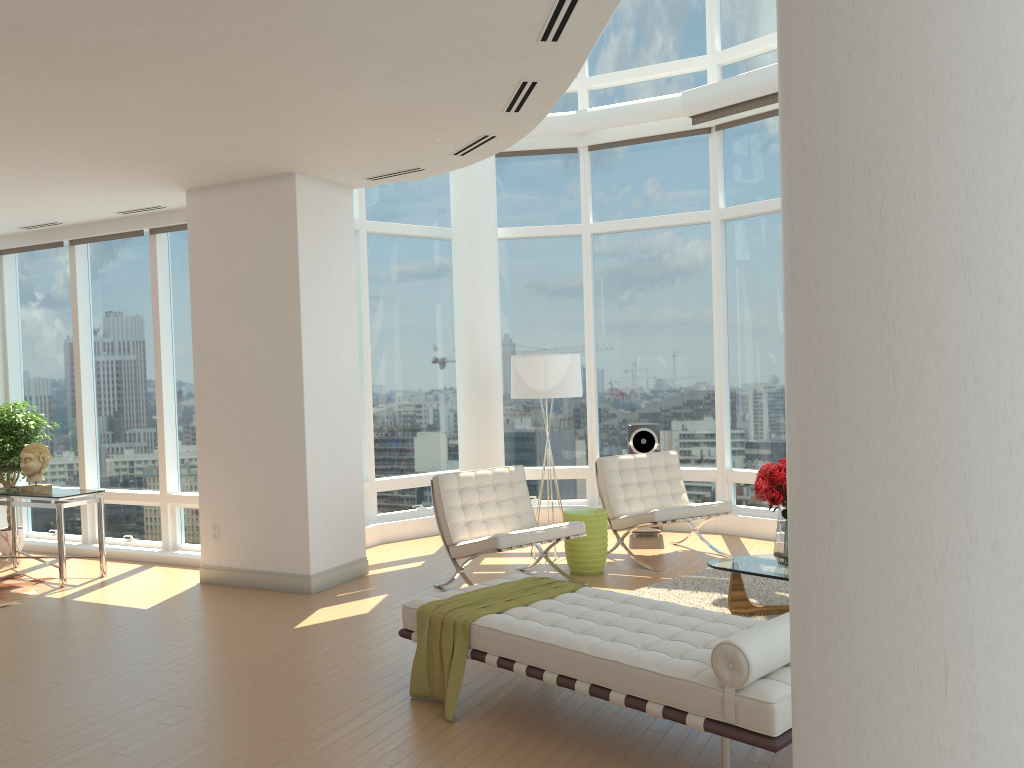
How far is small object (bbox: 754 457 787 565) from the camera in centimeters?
573cm

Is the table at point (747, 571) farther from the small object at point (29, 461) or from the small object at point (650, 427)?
the small object at point (29, 461)

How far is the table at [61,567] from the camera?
7.6m

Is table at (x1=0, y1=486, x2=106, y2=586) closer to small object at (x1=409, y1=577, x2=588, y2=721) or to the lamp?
the lamp

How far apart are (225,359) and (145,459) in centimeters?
233cm

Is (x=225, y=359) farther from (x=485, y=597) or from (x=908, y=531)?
(x=908, y=531)

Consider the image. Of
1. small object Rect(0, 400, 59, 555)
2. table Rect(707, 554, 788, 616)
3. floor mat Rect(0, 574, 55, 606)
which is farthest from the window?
table Rect(707, 554, 788, 616)

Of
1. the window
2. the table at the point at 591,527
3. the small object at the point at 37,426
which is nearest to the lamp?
the table at the point at 591,527

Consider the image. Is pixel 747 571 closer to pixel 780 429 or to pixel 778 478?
pixel 778 478

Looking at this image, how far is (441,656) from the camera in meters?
4.6 m
